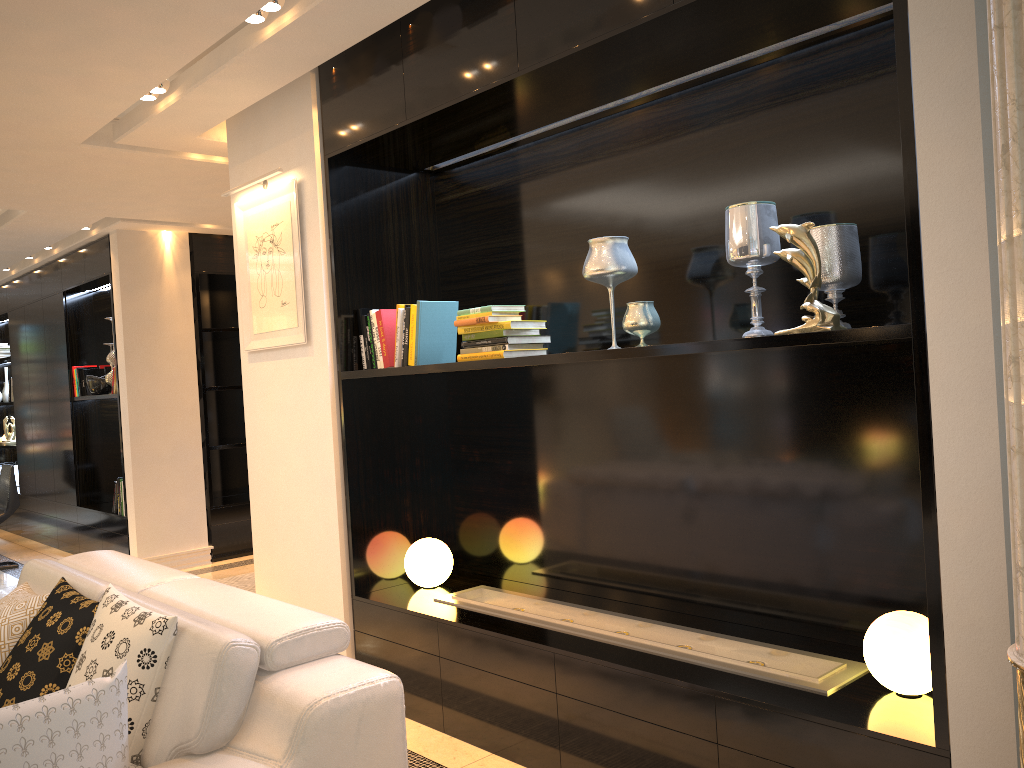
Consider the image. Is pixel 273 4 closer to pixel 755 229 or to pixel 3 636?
pixel 755 229

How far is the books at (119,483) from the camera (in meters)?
6.92

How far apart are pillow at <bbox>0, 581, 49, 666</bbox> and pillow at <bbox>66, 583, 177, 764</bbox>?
0.5 meters

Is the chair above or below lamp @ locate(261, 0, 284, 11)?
below

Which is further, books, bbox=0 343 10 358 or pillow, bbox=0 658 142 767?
books, bbox=0 343 10 358

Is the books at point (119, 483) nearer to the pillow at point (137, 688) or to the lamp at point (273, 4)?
the pillow at point (137, 688)

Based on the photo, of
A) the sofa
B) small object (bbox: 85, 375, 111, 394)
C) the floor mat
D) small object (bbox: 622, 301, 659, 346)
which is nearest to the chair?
small object (bbox: 85, 375, 111, 394)

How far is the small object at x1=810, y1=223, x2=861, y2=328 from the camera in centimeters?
244cm

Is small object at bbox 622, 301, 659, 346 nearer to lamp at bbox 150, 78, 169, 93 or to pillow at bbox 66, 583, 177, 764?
pillow at bbox 66, 583, 177, 764

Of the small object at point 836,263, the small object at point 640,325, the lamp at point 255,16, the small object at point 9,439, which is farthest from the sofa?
the small object at point 9,439
